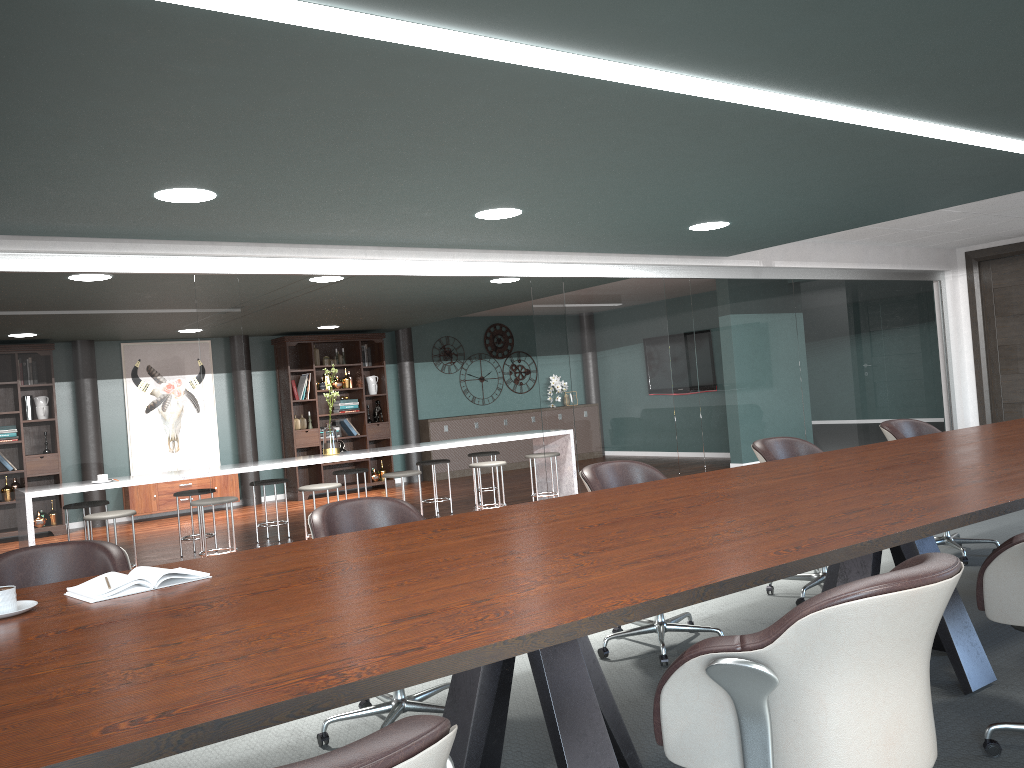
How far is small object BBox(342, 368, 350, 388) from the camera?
11.14m

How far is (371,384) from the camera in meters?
11.4 m

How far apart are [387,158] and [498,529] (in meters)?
1.60

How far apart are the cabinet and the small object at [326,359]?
1.6m

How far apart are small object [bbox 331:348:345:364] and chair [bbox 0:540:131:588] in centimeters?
854cm

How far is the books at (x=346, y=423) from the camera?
11.11m

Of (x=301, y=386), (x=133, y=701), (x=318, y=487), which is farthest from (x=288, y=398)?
(x=133, y=701)

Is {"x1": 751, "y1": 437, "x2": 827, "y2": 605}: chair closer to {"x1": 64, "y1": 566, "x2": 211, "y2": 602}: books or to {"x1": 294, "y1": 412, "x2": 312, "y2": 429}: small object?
{"x1": 64, "y1": 566, "x2": 211, "y2": 602}: books

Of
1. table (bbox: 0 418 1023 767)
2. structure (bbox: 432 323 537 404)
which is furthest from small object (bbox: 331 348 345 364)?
table (bbox: 0 418 1023 767)

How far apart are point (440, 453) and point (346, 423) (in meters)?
1.42
